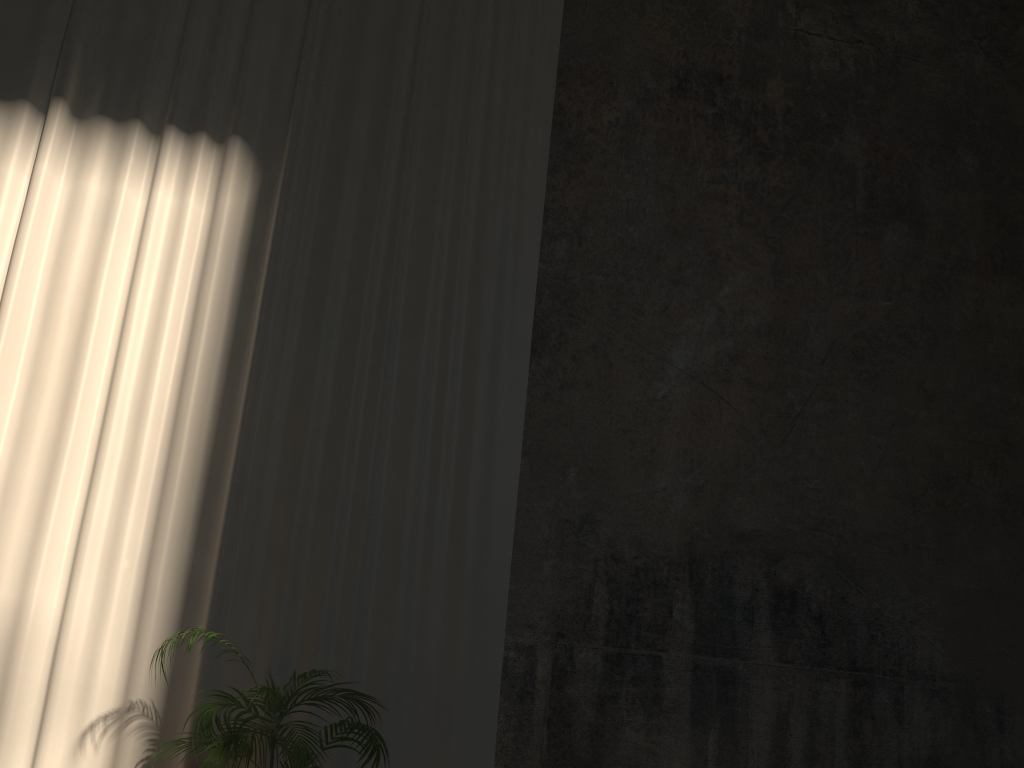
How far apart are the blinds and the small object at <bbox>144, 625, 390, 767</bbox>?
0.37m

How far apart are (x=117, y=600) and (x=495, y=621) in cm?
200

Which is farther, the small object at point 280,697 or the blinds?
the blinds

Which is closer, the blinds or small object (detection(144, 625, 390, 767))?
small object (detection(144, 625, 390, 767))

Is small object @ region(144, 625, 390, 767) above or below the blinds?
below

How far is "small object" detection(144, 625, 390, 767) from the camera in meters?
3.5

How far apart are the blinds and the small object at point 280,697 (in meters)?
0.37

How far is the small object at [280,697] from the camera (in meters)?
3.52

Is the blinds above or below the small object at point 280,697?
above
